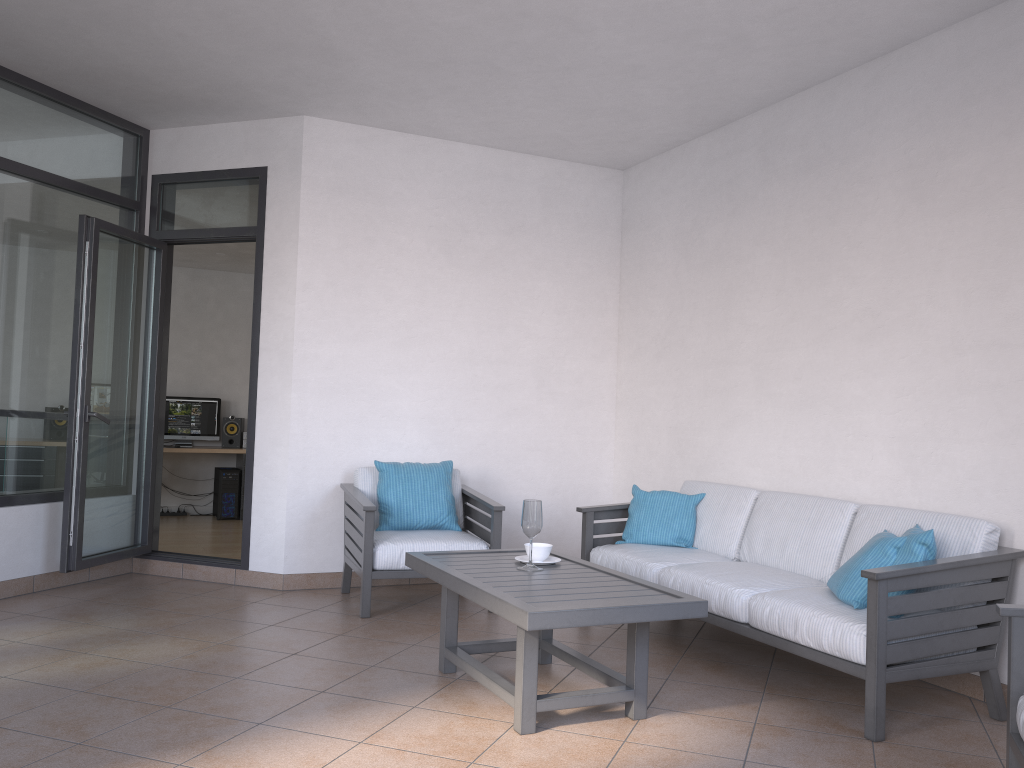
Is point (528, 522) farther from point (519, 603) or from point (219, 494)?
point (219, 494)

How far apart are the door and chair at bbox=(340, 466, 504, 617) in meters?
0.6 m

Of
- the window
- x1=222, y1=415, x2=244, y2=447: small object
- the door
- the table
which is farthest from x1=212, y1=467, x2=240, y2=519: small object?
the table

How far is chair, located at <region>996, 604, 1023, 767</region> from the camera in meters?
2.5 m

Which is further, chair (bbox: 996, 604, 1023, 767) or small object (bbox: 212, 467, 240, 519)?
small object (bbox: 212, 467, 240, 519)

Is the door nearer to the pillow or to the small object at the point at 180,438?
the pillow

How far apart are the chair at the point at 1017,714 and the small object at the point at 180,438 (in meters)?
8.43

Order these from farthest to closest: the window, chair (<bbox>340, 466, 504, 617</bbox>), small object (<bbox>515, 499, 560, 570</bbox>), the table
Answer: the window → chair (<bbox>340, 466, 504, 617</bbox>) → small object (<bbox>515, 499, 560, 570</bbox>) → the table

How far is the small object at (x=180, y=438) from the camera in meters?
9.5 m

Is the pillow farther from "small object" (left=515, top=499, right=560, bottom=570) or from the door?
the door
